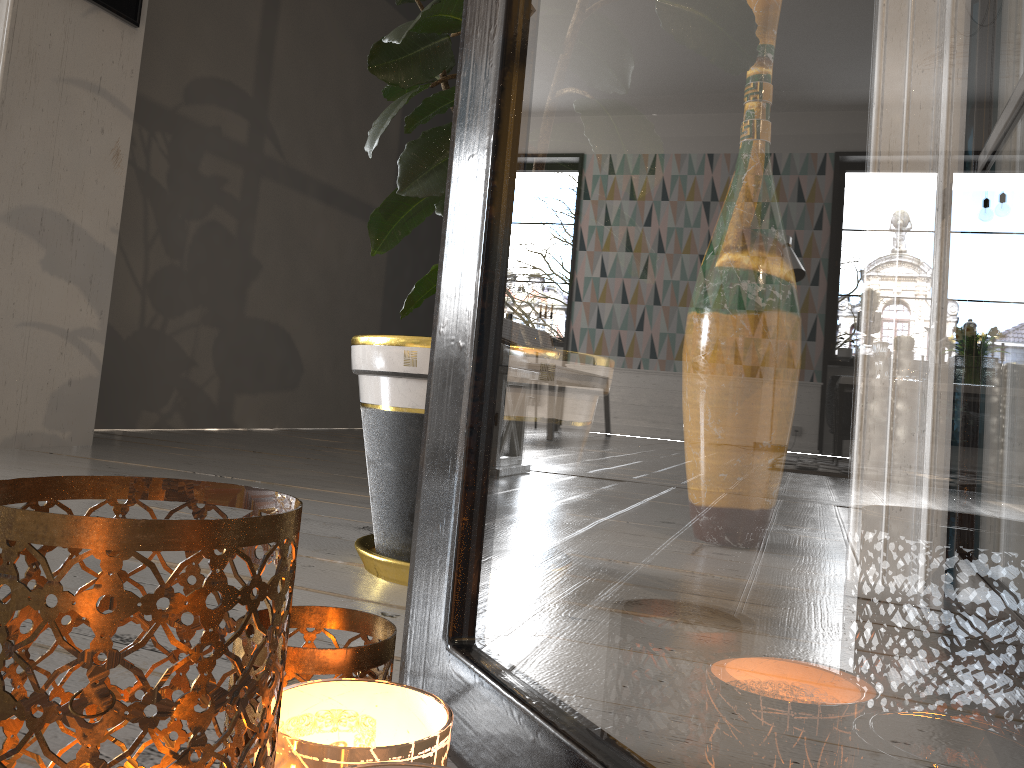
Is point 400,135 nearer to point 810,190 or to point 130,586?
point 130,586

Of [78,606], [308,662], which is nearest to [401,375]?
[308,662]

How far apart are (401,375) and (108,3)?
1.9 meters

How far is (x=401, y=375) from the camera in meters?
1.0

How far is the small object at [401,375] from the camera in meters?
1.0 m

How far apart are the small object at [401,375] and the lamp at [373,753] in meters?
0.6 m

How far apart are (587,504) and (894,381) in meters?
0.2

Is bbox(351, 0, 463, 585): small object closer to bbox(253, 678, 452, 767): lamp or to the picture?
bbox(253, 678, 452, 767): lamp

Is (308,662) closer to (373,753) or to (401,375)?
(373,753)

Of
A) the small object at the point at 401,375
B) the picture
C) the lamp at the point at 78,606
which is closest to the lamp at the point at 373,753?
the lamp at the point at 78,606
